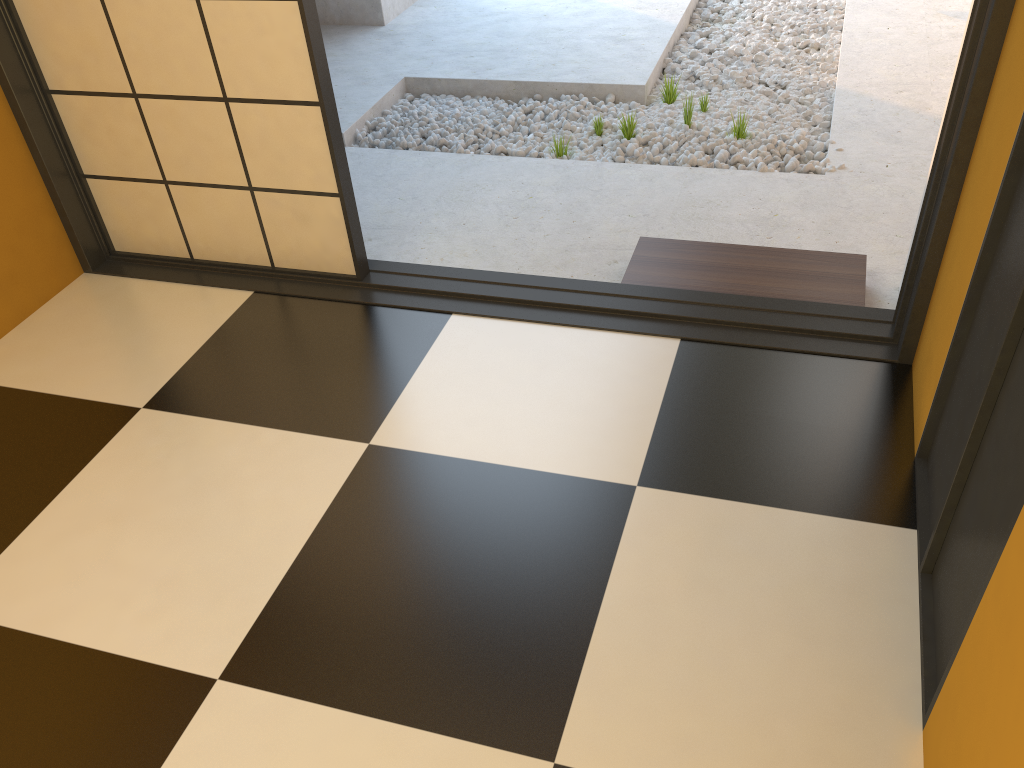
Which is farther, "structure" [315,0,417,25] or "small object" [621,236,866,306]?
"structure" [315,0,417,25]

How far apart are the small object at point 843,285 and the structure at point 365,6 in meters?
3.0 m

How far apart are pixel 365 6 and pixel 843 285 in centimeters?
366cm

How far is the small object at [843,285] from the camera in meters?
2.6

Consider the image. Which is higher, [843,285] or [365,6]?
[365,6]

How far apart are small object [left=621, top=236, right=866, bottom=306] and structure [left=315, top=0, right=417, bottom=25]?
3.02m

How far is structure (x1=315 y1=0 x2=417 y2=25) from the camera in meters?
5.2 m

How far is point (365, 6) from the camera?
5.15m
